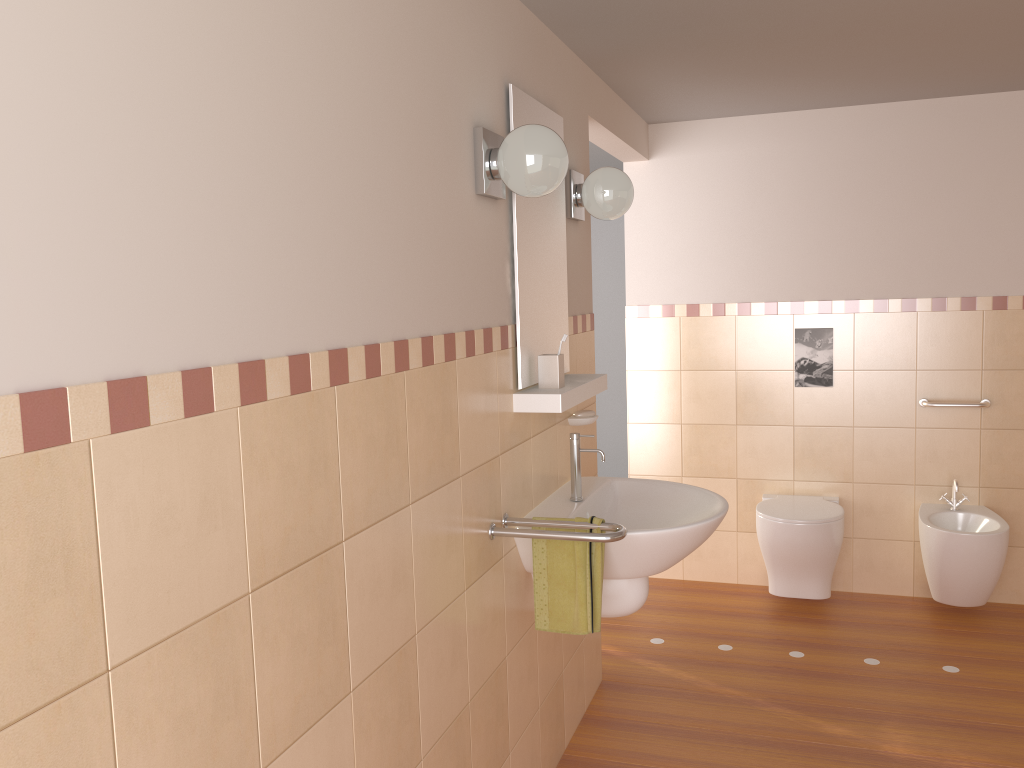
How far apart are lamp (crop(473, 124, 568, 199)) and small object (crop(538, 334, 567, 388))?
Answer: 0.5m

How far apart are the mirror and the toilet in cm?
157

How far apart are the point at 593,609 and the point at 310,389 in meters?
1.1 m

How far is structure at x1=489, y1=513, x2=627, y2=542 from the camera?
2.1m

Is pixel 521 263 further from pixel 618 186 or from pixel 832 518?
pixel 832 518

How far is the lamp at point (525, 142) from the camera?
2.05m

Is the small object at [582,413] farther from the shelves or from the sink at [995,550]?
the sink at [995,550]

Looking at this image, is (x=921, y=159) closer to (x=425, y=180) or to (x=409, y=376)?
(x=425, y=180)

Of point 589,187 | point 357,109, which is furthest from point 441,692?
point 589,187

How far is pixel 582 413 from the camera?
2.9 meters
